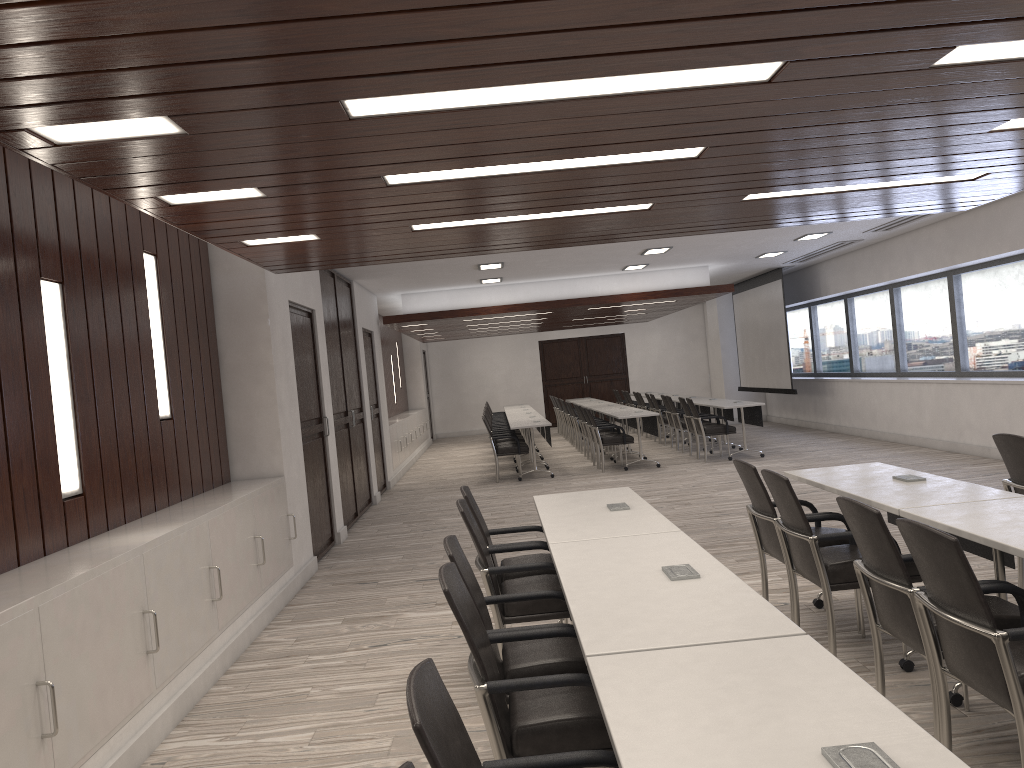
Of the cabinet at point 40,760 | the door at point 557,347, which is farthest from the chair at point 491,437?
the door at point 557,347

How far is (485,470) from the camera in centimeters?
1445cm

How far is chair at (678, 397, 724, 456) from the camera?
13.34m

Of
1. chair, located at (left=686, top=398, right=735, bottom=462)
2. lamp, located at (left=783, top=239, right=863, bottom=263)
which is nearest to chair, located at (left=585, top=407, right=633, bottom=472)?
chair, located at (left=686, top=398, right=735, bottom=462)

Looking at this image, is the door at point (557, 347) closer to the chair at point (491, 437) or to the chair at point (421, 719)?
the chair at point (491, 437)

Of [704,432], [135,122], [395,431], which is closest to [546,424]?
[704,432]

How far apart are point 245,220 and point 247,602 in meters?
2.5

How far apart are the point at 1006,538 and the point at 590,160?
2.3 meters

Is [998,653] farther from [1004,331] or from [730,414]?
[730,414]

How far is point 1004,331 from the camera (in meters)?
10.72
